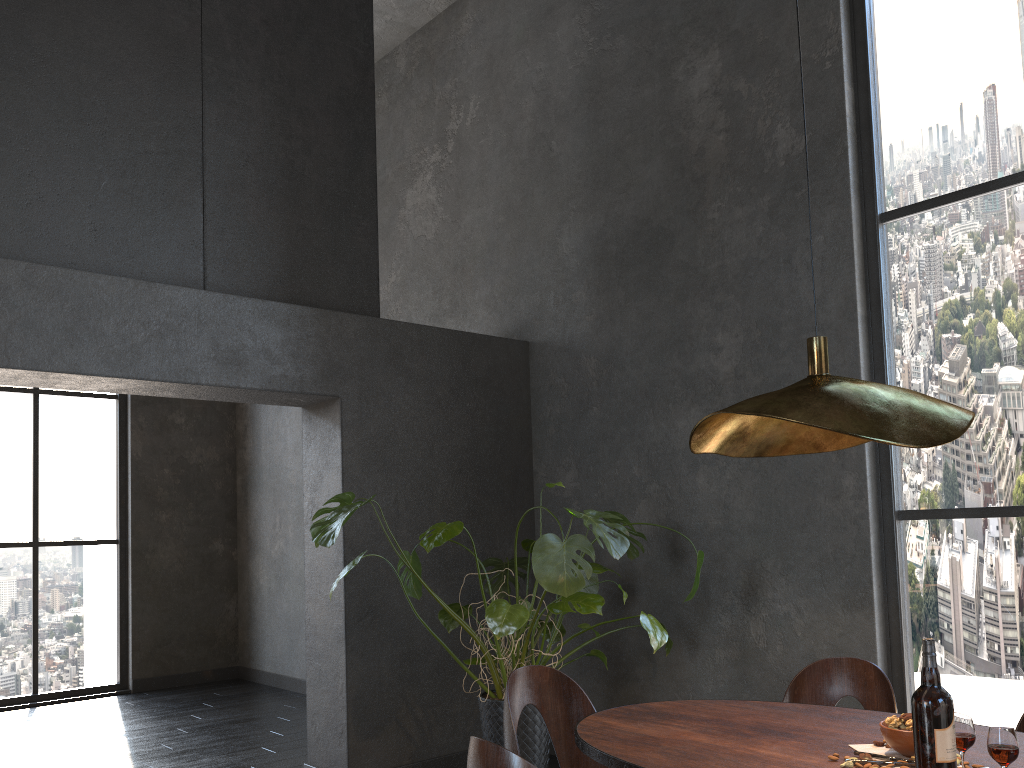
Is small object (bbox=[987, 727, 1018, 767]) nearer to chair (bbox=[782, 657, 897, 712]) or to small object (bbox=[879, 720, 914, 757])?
small object (bbox=[879, 720, 914, 757])

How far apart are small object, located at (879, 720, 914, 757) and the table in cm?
9

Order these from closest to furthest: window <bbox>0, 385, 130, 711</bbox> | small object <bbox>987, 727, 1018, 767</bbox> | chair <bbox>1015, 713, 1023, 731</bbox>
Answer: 1. small object <bbox>987, 727, 1018, 767</bbox>
2. chair <bbox>1015, 713, 1023, 731</bbox>
3. window <bbox>0, 385, 130, 711</bbox>

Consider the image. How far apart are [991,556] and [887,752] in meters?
1.9

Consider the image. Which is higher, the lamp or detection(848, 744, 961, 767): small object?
the lamp

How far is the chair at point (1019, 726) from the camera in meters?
2.4

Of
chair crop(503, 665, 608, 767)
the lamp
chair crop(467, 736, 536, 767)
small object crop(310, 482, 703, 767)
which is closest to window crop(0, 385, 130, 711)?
small object crop(310, 482, 703, 767)

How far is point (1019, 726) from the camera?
2.37m

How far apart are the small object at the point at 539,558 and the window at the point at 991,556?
0.8 meters

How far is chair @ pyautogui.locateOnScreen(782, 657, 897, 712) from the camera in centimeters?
273cm
